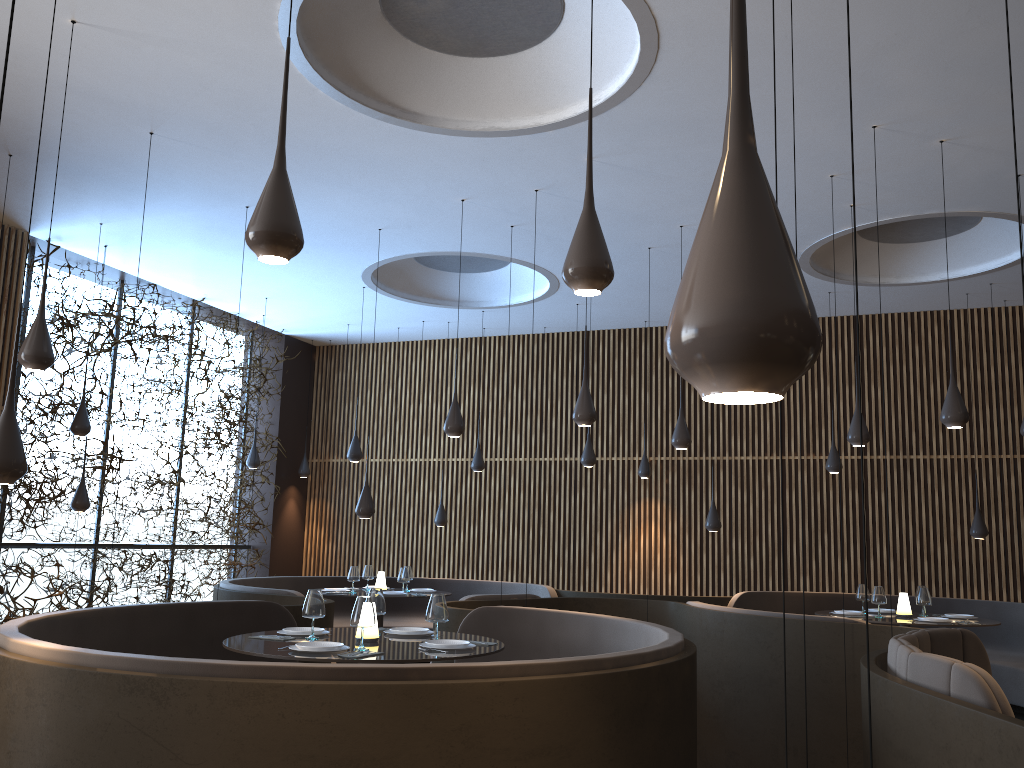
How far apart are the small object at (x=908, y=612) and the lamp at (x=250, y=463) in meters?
8.4 m

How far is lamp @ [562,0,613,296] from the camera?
3.23m

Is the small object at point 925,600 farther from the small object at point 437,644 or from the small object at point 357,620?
the small object at point 357,620

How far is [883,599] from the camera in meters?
8.5

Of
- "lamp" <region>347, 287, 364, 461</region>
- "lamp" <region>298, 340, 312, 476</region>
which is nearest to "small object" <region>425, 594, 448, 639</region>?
"lamp" <region>347, 287, 364, 461</region>

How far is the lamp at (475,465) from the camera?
11.8 meters

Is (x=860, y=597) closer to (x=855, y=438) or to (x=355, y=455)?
(x=855, y=438)

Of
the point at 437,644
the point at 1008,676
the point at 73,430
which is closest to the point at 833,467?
the point at 1008,676

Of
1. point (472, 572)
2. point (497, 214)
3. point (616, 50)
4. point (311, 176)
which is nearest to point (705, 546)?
point (472, 572)

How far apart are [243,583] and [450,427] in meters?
4.1
